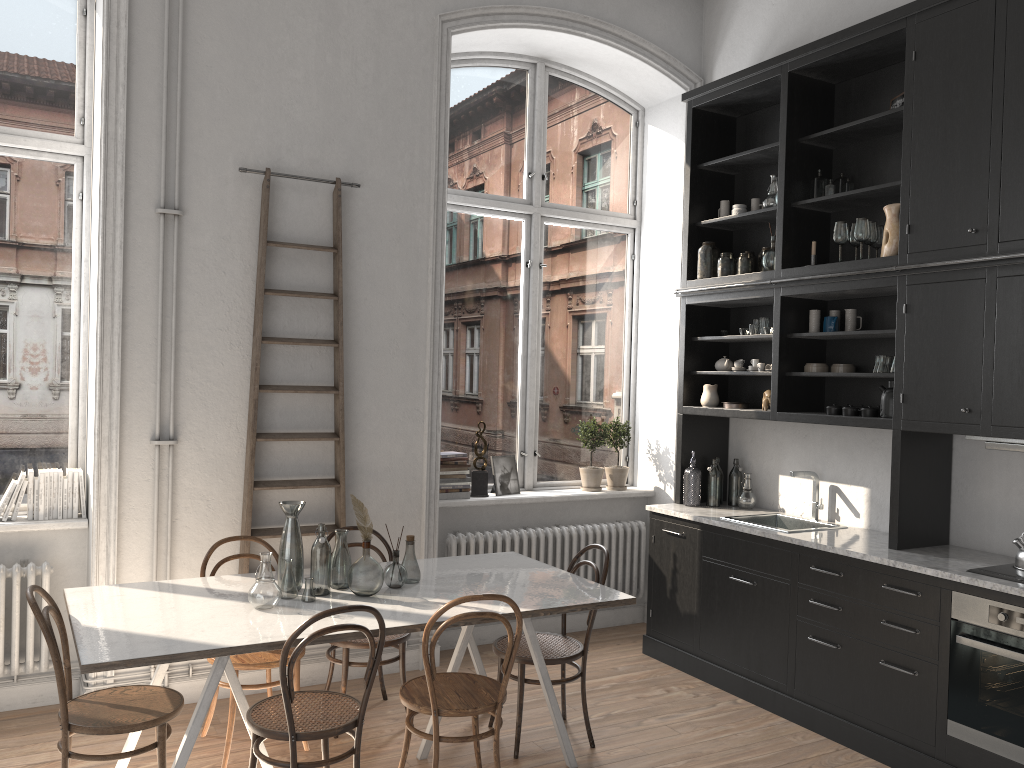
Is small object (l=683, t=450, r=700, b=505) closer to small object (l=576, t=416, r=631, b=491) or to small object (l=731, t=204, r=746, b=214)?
small object (l=576, t=416, r=631, b=491)

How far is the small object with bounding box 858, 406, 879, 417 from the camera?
4.5m

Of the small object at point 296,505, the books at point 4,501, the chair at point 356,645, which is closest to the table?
the small object at point 296,505

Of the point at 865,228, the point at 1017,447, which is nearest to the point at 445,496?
the point at 865,228

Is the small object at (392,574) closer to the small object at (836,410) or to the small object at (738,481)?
the small object at (836,410)

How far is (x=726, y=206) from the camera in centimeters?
563cm

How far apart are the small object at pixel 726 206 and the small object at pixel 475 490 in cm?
225

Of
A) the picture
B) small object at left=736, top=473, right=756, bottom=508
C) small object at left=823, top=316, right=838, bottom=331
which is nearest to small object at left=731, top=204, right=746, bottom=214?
small object at left=823, top=316, right=838, bottom=331

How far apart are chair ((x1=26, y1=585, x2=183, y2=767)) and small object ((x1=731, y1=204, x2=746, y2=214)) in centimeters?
412cm

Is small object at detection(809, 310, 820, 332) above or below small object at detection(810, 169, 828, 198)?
below
